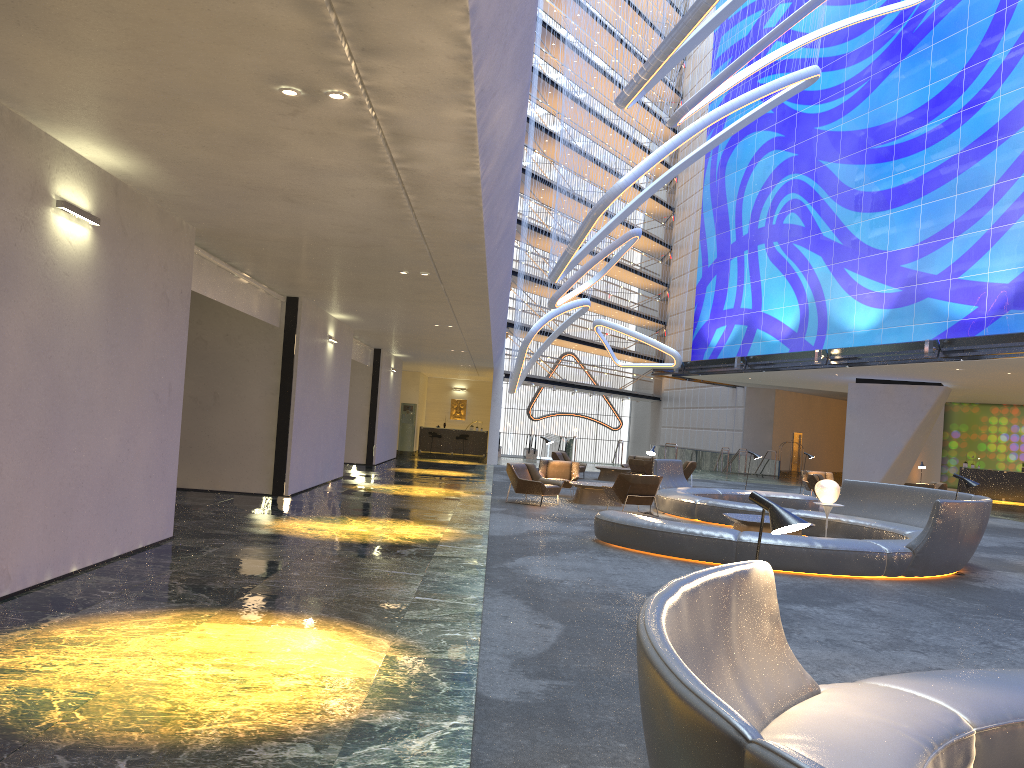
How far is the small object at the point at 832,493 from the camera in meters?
13.9

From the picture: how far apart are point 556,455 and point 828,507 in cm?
1277

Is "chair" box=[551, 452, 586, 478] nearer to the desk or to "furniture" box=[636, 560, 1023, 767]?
the desk

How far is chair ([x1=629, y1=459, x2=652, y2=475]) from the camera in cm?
2464

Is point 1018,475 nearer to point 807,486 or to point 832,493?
point 807,486

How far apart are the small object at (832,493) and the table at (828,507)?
0.1 meters

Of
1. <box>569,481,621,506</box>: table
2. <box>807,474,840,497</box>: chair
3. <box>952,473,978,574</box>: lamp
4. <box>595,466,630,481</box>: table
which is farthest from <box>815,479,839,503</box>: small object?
<box>595,466,630,481</box>: table

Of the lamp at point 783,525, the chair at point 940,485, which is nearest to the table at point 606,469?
the chair at point 940,485

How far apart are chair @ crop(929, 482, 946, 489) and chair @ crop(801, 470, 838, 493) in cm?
297

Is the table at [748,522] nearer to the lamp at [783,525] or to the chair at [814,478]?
the lamp at [783,525]
